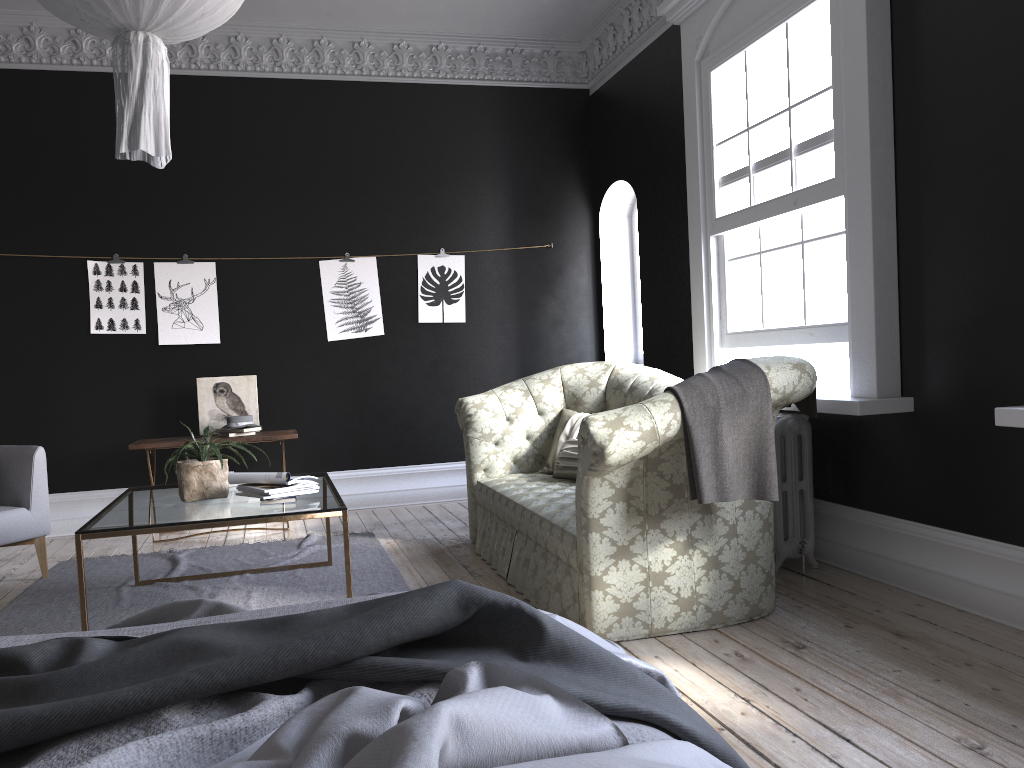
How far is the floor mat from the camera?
4.5m

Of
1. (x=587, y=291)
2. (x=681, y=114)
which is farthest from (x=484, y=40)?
(x=587, y=291)

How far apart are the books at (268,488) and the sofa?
1.21m

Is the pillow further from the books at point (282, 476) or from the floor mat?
the books at point (282, 476)

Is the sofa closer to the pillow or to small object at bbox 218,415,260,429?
the pillow

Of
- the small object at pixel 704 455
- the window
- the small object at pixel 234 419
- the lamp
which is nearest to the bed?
the lamp

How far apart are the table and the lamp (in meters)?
1.53

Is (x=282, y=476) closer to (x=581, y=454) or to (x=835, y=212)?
(x=581, y=454)

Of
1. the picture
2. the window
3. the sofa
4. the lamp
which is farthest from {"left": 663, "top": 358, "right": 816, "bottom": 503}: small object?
the picture

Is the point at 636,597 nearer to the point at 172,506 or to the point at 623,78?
the point at 172,506
